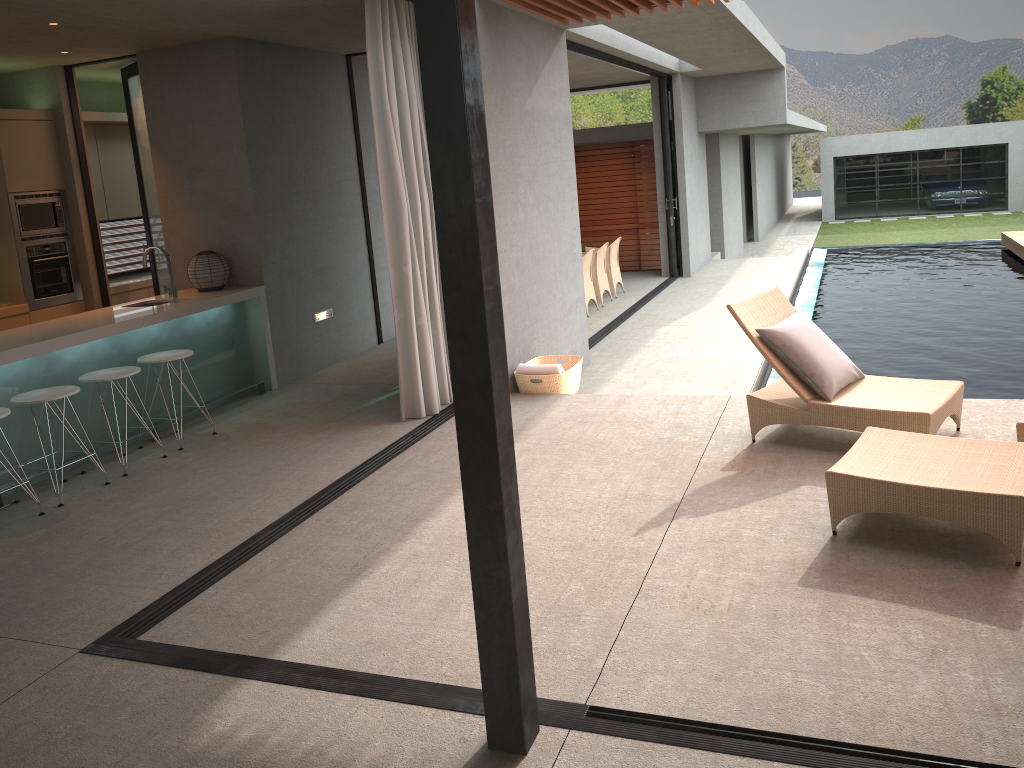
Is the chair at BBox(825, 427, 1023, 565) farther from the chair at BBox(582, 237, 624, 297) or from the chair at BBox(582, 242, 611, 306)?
the chair at BBox(582, 237, 624, 297)

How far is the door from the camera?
8.01m

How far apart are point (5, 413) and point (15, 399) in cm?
37

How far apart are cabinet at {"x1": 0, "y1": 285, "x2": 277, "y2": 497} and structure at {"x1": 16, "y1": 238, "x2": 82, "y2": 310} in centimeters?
140cm

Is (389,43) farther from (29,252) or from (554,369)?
(29,252)

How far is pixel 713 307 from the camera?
11.5m

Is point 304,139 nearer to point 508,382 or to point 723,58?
point 508,382

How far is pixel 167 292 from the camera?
6.8 meters

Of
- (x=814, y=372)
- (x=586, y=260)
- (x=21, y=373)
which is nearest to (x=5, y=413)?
(x=21, y=373)

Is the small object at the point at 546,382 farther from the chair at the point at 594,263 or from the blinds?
the chair at the point at 594,263
